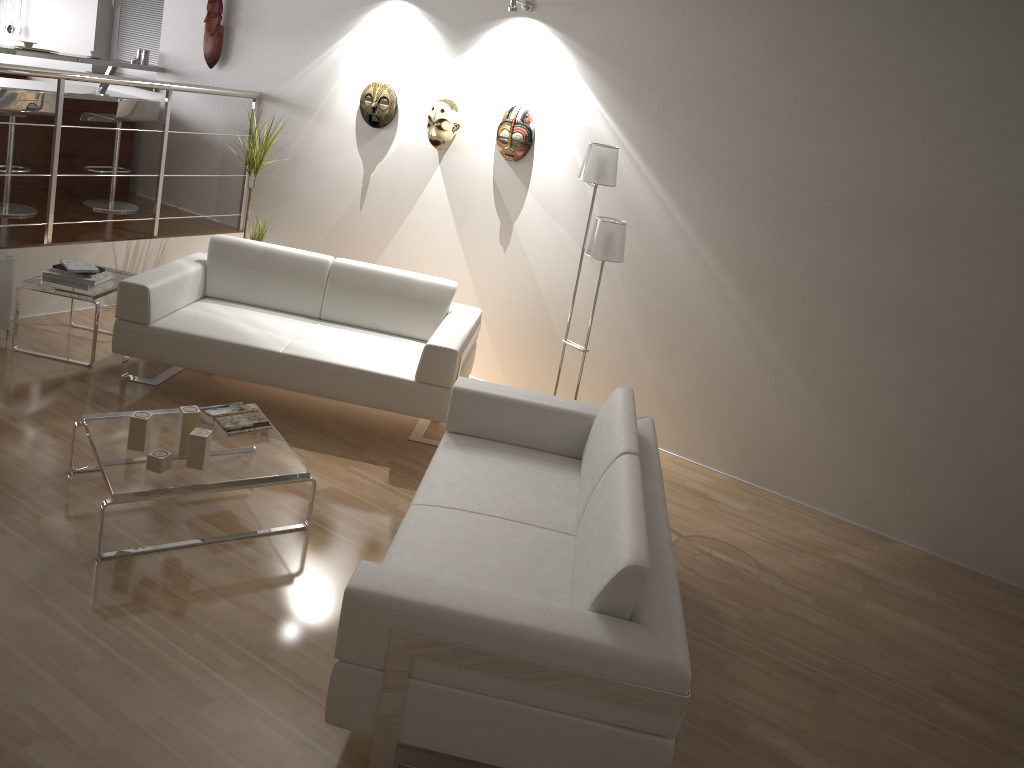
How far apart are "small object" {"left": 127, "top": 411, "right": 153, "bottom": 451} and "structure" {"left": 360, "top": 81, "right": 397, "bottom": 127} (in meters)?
2.90

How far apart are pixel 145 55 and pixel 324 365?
3.8m

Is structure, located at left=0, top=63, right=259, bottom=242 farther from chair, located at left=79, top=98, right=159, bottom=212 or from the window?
the window

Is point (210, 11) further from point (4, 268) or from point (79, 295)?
point (79, 295)

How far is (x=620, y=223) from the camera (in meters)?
4.33

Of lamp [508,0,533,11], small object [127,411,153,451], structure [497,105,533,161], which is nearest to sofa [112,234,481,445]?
structure [497,105,533,161]

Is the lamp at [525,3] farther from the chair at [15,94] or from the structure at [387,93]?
the chair at [15,94]

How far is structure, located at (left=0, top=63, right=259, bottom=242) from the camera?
4.82m

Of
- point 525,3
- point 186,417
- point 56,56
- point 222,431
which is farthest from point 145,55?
point 186,417

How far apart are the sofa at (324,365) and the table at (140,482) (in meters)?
0.62
